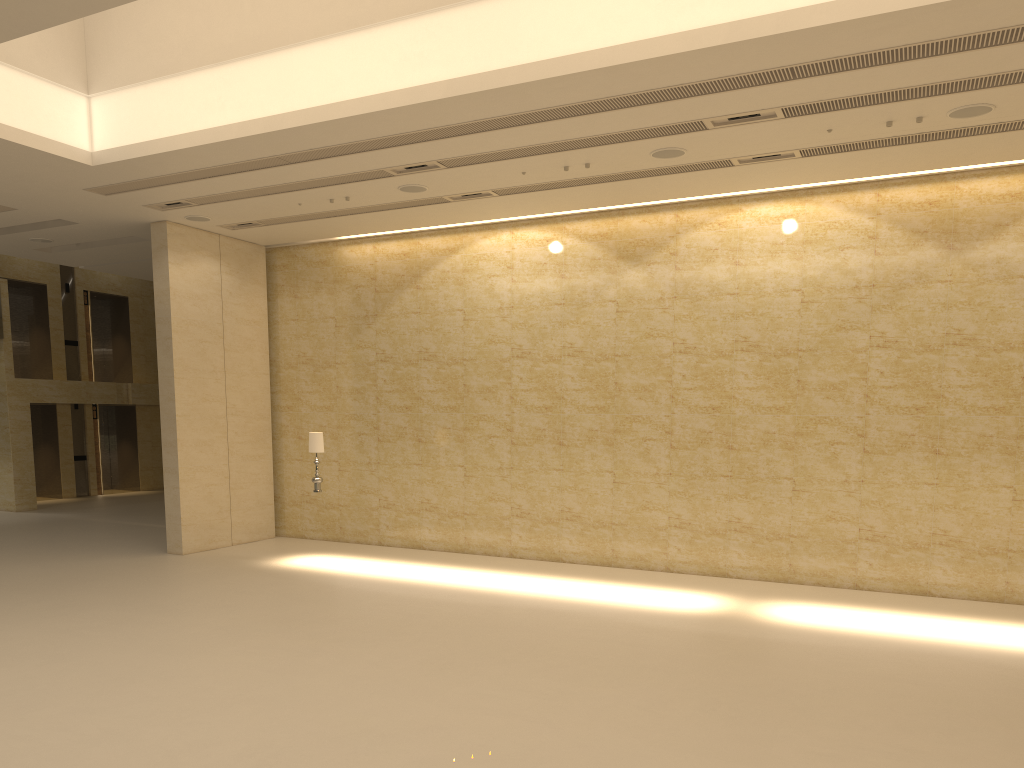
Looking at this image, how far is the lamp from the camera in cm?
1461

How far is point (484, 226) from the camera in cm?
1608

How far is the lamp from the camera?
14.6 meters
